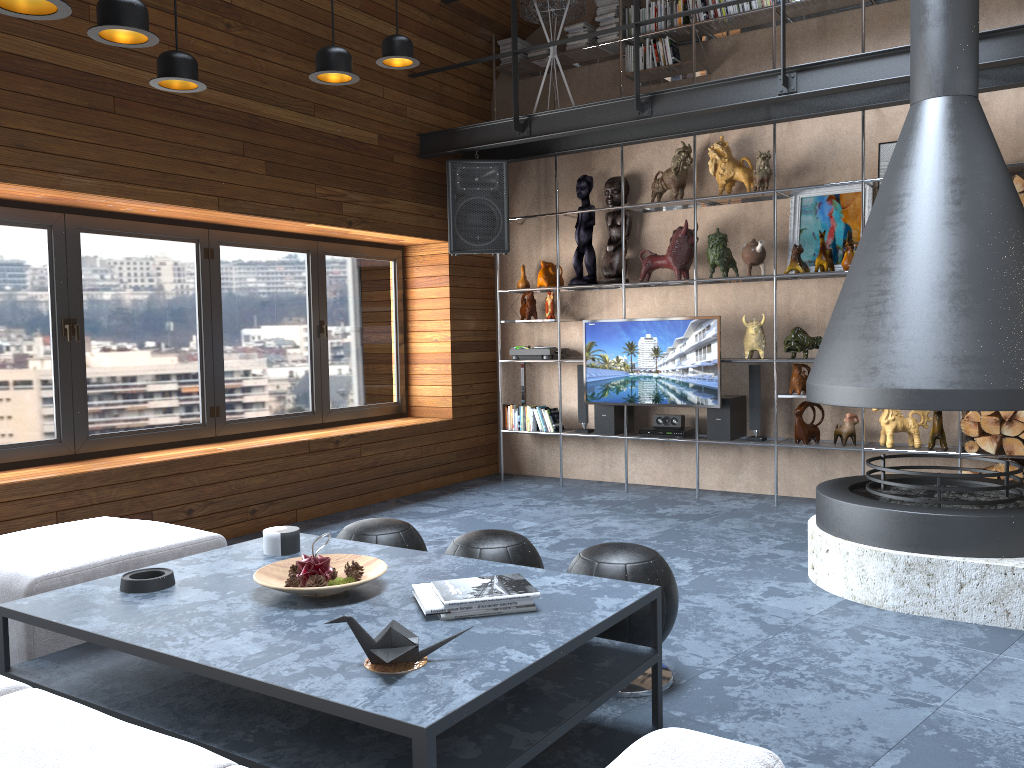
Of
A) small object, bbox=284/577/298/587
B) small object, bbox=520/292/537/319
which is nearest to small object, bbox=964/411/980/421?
small object, bbox=520/292/537/319

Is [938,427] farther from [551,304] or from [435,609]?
[435,609]

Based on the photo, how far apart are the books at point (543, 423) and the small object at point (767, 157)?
2.3m

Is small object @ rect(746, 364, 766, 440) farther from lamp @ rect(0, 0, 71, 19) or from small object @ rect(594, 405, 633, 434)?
lamp @ rect(0, 0, 71, 19)

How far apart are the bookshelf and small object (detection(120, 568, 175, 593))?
4.3 meters

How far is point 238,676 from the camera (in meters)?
2.00

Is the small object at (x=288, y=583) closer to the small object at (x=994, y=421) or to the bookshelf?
the bookshelf

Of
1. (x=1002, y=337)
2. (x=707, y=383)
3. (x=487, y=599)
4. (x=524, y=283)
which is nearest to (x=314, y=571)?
(x=487, y=599)

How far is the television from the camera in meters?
6.2 m

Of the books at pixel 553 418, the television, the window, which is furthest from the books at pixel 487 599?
the books at pixel 553 418
